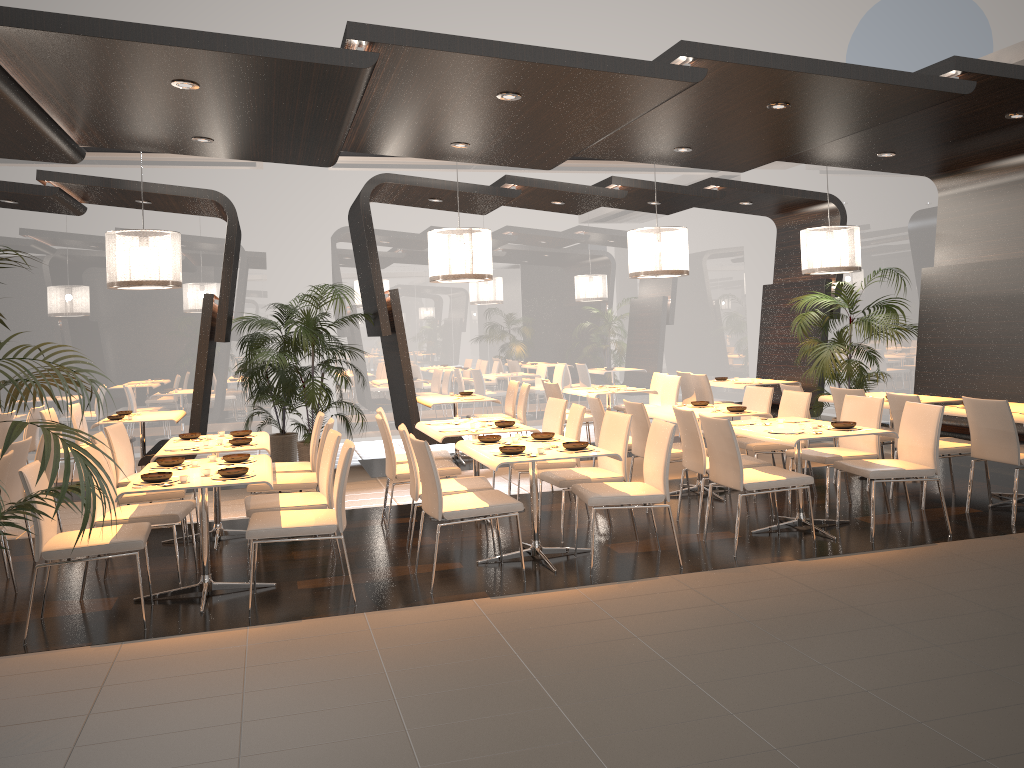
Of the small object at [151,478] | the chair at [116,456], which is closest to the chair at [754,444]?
the small object at [151,478]

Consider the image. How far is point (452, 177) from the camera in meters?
12.4

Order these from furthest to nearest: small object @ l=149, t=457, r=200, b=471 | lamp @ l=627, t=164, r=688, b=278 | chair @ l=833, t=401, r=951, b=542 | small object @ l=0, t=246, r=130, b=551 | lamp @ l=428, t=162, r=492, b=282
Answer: lamp @ l=627, t=164, r=688, b=278, lamp @ l=428, t=162, r=492, b=282, chair @ l=833, t=401, r=951, b=542, small object @ l=149, t=457, r=200, b=471, small object @ l=0, t=246, r=130, b=551

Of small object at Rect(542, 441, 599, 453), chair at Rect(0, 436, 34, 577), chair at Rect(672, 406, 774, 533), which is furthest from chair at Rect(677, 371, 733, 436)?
chair at Rect(0, 436, 34, 577)

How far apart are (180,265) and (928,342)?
7.4m

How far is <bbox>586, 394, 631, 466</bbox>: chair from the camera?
7.7m

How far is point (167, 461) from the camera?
5.45m

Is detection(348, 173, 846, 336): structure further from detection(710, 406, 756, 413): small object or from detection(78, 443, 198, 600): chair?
detection(78, 443, 198, 600): chair

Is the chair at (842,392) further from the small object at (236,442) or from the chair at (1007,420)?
the small object at (236,442)

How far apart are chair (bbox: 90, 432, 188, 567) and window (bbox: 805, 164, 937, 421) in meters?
9.1
